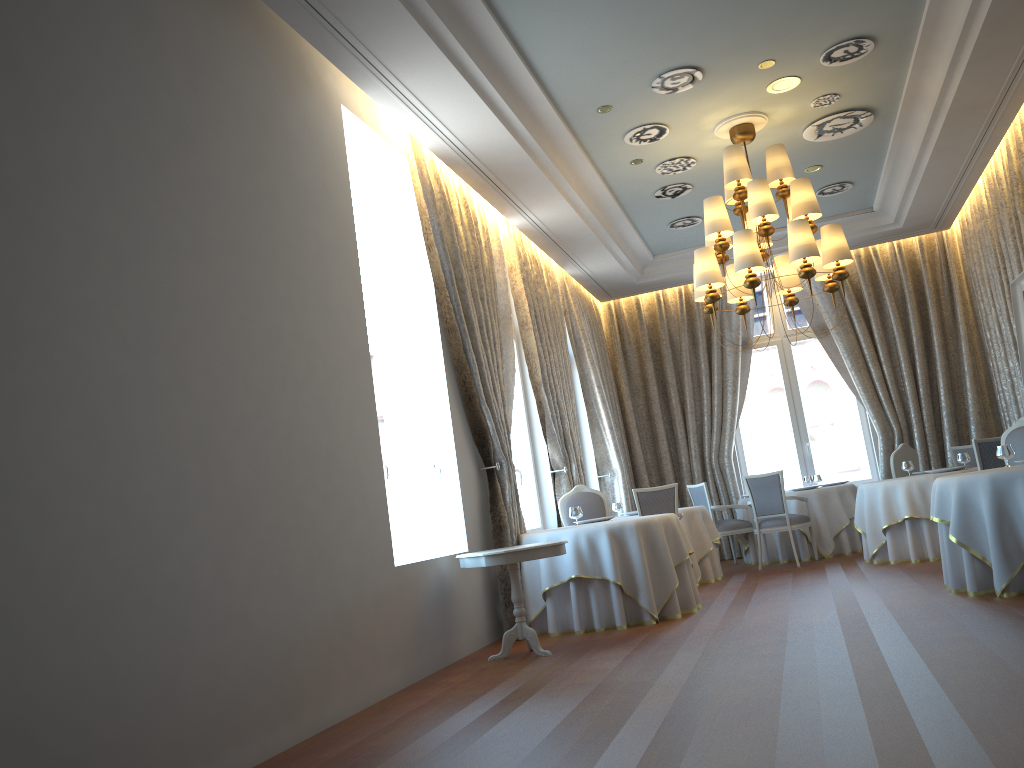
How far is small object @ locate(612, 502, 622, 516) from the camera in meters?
10.6

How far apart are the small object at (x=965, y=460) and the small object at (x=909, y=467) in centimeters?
58cm

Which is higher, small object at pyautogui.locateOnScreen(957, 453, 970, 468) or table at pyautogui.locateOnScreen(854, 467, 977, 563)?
small object at pyautogui.locateOnScreen(957, 453, 970, 468)

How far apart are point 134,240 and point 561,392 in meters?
6.7 m

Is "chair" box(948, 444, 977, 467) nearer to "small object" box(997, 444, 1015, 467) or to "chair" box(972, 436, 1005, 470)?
"chair" box(972, 436, 1005, 470)

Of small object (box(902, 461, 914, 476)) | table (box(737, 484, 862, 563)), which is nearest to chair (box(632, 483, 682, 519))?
table (box(737, 484, 862, 563))

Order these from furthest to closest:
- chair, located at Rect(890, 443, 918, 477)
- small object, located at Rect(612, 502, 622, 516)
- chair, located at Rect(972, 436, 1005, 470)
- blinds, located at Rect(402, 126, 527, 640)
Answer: small object, located at Rect(612, 502, 622, 516) → chair, located at Rect(890, 443, 918, 477) → chair, located at Rect(972, 436, 1005, 470) → blinds, located at Rect(402, 126, 527, 640)

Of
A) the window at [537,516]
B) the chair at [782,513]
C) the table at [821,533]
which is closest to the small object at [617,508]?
the window at [537,516]

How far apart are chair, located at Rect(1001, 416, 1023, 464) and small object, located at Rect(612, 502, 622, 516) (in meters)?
4.32

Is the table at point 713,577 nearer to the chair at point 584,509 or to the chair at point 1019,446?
the chair at point 584,509
